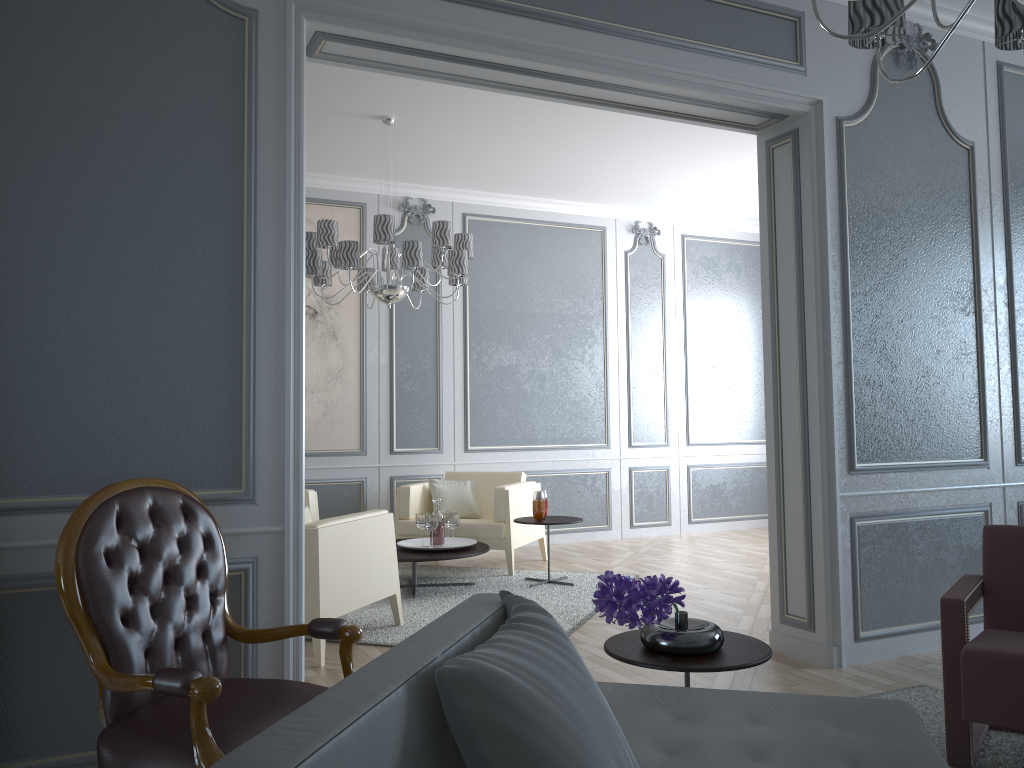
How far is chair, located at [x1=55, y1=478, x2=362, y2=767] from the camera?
1.84m

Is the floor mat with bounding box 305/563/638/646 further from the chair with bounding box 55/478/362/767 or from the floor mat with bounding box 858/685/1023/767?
the chair with bounding box 55/478/362/767

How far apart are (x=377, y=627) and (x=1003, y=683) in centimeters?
272cm

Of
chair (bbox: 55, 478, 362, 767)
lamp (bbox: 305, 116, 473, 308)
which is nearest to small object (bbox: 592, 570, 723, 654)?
chair (bbox: 55, 478, 362, 767)

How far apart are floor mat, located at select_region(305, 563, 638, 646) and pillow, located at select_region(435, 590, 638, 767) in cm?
264

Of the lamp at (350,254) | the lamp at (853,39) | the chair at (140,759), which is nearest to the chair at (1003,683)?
the lamp at (853,39)

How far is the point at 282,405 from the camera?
2.6m

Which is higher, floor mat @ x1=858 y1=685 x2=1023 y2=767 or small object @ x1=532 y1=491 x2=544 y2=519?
small object @ x1=532 y1=491 x2=544 y2=519

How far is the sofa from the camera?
0.8 meters

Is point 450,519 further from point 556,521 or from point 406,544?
point 556,521
